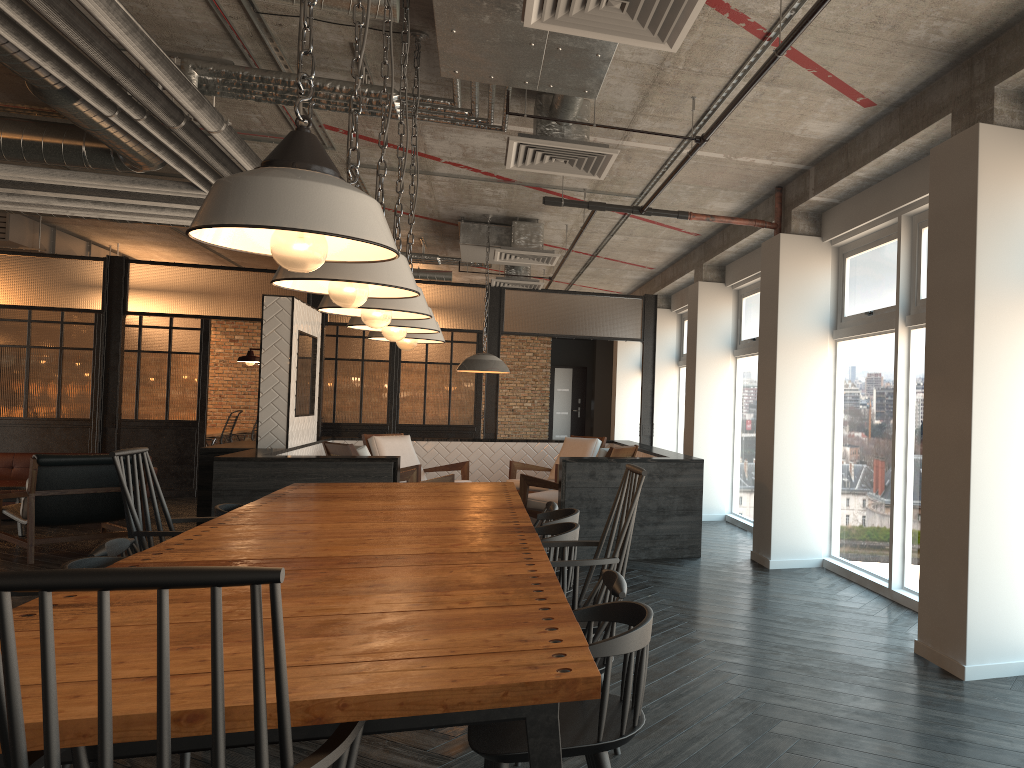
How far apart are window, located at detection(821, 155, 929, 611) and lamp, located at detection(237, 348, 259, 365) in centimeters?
498cm

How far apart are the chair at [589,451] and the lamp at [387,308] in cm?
573

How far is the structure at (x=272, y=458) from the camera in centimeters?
670cm

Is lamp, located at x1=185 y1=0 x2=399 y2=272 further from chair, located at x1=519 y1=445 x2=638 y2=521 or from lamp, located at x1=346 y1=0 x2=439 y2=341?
chair, located at x1=519 y1=445 x2=638 y2=521

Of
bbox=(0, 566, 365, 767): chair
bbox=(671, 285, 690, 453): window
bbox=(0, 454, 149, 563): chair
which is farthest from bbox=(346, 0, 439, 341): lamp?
bbox=(671, 285, 690, 453): window

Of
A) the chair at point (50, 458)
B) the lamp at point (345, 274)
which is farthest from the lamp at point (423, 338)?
the chair at point (50, 458)

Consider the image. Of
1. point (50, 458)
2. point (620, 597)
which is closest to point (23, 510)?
point (50, 458)

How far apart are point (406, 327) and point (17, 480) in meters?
7.7 m

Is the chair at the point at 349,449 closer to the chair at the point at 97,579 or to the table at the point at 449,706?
the table at the point at 449,706

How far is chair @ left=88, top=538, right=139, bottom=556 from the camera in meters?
3.4
